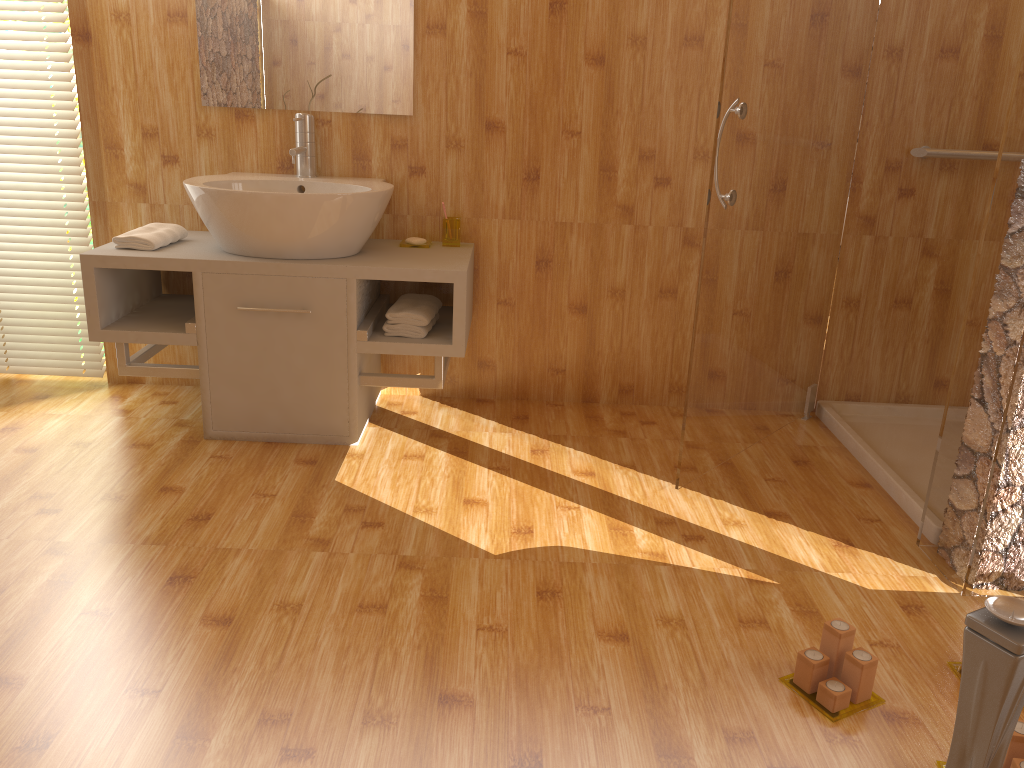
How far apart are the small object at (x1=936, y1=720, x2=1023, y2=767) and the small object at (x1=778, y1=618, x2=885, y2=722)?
0.17m

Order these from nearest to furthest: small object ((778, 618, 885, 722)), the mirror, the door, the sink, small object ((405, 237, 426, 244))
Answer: small object ((778, 618, 885, 722)) < the door < the sink < the mirror < small object ((405, 237, 426, 244))

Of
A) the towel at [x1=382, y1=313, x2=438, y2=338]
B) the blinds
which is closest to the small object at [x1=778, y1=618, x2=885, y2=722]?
the towel at [x1=382, y1=313, x2=438, y2=338]

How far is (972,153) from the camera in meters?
2.9 m

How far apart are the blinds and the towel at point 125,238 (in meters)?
0.39

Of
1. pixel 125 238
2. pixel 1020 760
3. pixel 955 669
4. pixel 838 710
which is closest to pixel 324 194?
pixel 125 238

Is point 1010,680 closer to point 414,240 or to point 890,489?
point 890,489

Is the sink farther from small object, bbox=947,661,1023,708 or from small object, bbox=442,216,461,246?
small object, bbox=947,661,1023,708

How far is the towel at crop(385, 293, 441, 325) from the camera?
2.7m

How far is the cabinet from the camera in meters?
2.6
